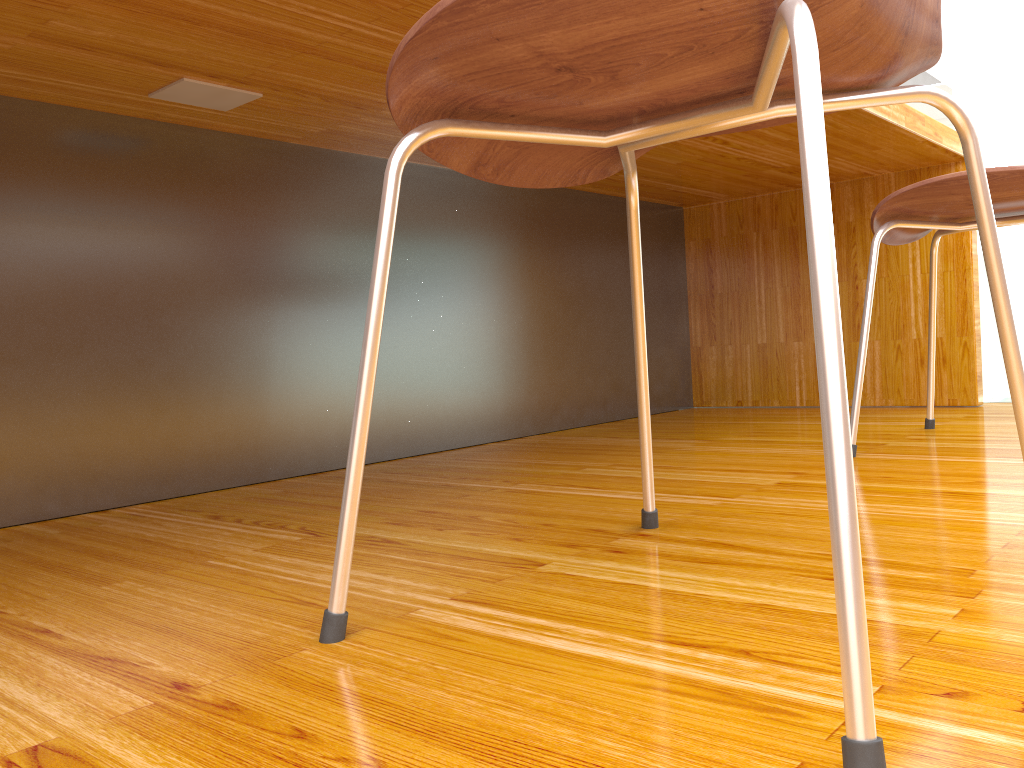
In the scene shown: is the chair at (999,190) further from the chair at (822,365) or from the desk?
the chair at (822,365)

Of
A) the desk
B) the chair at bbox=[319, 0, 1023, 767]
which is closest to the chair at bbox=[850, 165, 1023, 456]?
the desk

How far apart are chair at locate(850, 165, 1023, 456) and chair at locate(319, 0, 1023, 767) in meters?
0.6 m

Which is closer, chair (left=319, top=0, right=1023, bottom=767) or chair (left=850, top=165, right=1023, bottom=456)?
chair (left=319, top=0, right=1023, bottom=767)

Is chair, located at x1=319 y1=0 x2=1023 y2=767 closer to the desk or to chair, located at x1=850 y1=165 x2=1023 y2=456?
the desk

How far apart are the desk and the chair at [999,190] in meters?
0.2

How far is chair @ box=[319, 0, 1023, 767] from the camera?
0.4m

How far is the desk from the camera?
1.14m

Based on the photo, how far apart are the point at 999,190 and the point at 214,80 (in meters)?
1.07

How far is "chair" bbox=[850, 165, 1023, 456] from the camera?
1.2 meters
